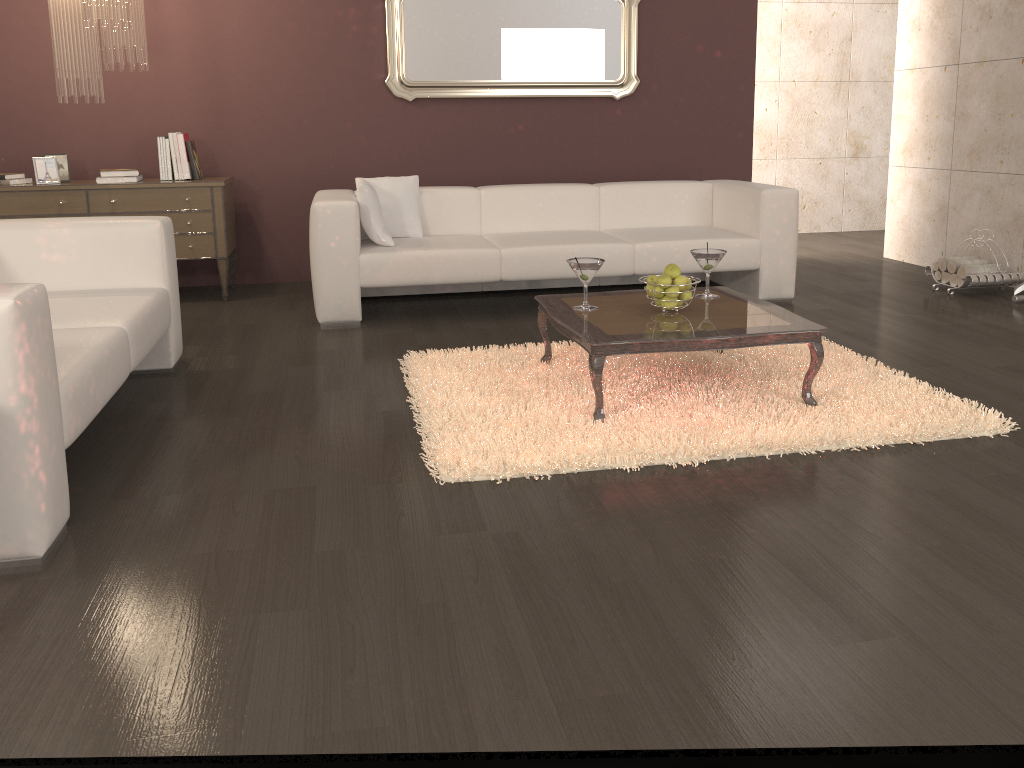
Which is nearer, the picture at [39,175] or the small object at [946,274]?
the picture at [39,175]

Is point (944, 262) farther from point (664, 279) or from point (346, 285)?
point (346, 285)

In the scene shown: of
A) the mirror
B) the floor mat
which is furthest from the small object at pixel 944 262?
the mirror

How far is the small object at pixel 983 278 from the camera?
5.1m

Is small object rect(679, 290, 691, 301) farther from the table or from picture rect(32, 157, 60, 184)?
picture rect(32, 157, 60, 184)

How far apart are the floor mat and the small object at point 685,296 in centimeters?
34cm

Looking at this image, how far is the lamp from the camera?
4.3 meters

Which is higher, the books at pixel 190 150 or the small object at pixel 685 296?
the books at pixel 190 150

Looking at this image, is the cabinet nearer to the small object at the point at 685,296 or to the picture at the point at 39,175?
the picture at the point at 39,175

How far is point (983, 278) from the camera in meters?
5.1
